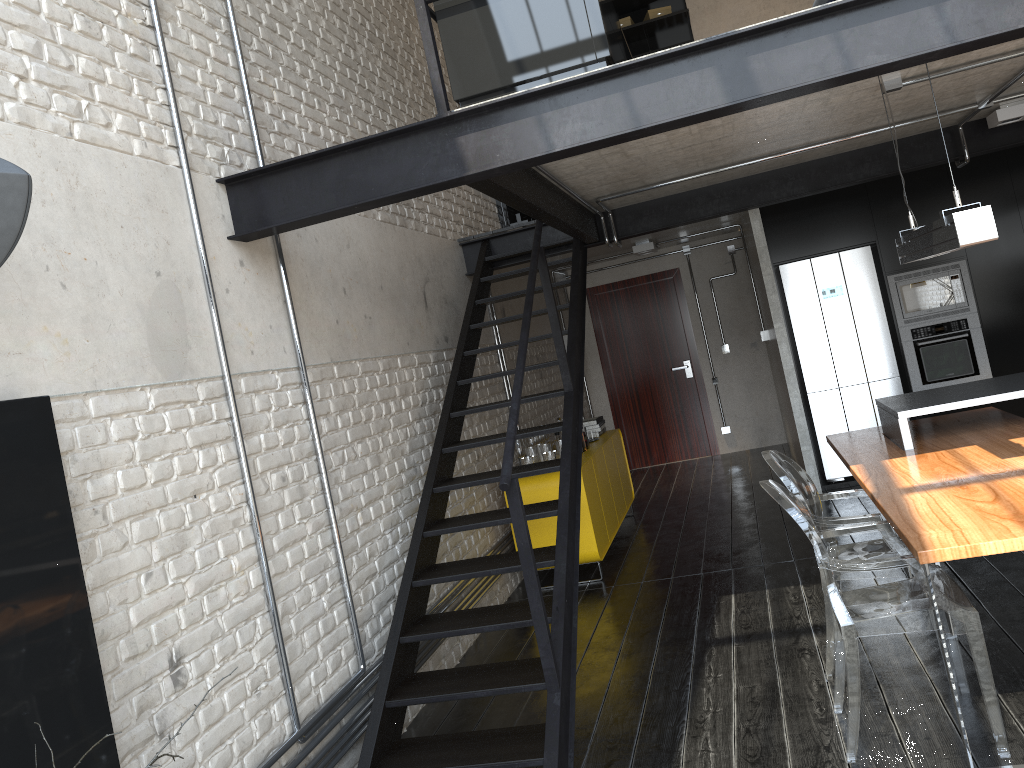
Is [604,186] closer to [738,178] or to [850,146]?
[738,178]

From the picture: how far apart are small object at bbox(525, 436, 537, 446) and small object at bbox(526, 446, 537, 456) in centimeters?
30cm

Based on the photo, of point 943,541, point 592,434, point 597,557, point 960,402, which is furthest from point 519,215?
point 943,541

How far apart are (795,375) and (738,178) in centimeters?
180cm

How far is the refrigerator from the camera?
7.0m

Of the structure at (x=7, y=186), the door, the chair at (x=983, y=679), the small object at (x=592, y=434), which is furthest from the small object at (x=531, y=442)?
the structure at (x=7, y=186)

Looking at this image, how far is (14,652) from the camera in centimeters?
Answer: 206cm

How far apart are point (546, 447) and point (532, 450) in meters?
0.1 m

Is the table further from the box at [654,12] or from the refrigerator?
the box at [654,12]

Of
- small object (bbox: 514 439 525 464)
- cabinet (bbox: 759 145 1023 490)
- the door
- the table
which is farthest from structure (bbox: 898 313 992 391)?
the door
